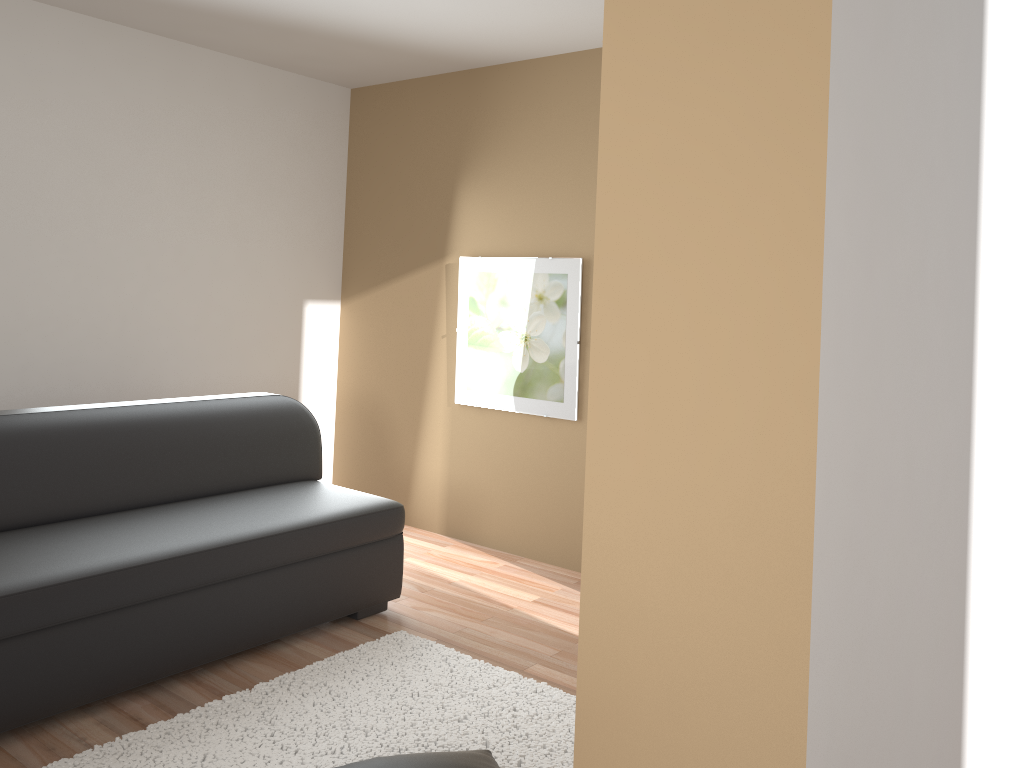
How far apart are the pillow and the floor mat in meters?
0.2

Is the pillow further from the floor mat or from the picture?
the picture

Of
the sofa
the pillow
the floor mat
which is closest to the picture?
the sofa

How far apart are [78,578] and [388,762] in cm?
118

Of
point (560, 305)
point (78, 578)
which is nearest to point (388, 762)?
point (78, 578)

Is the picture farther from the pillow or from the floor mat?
the pillow

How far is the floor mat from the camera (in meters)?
2.62

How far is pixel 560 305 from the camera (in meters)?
4.46

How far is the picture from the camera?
4.5 meters

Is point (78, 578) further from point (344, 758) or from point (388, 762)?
point (388, 762)
